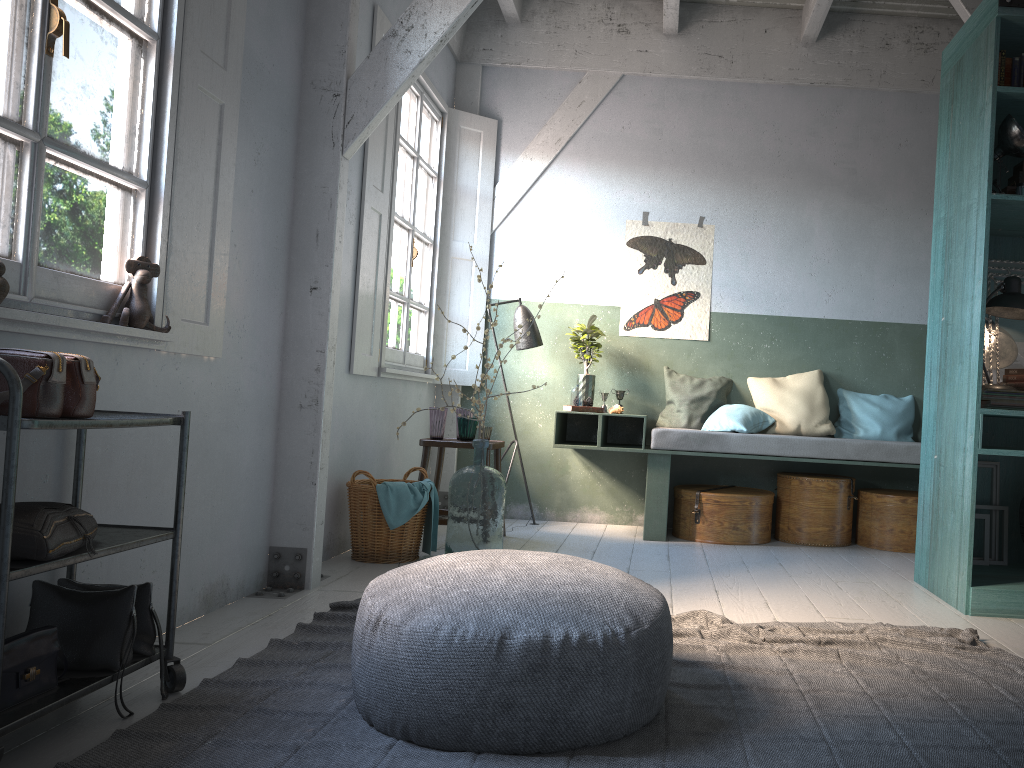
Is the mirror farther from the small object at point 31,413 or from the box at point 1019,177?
the small object at point 31,413

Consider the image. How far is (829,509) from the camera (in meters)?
6.42

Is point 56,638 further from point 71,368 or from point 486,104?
point 486,104

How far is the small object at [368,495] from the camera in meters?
5.2 m

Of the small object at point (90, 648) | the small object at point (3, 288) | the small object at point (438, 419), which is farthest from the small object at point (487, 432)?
the small object at point (3, 288)

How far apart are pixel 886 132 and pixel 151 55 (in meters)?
5.78

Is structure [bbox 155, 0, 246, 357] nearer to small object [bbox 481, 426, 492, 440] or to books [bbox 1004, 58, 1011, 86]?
small object [bbox 481, 426, 492, 440]

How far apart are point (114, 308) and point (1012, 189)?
4.3m

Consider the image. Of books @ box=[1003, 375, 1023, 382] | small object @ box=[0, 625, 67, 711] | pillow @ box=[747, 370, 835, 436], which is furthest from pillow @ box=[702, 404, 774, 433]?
small object @ box=[0, 625, 67, 711]

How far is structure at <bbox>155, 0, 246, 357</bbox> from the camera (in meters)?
3.52
